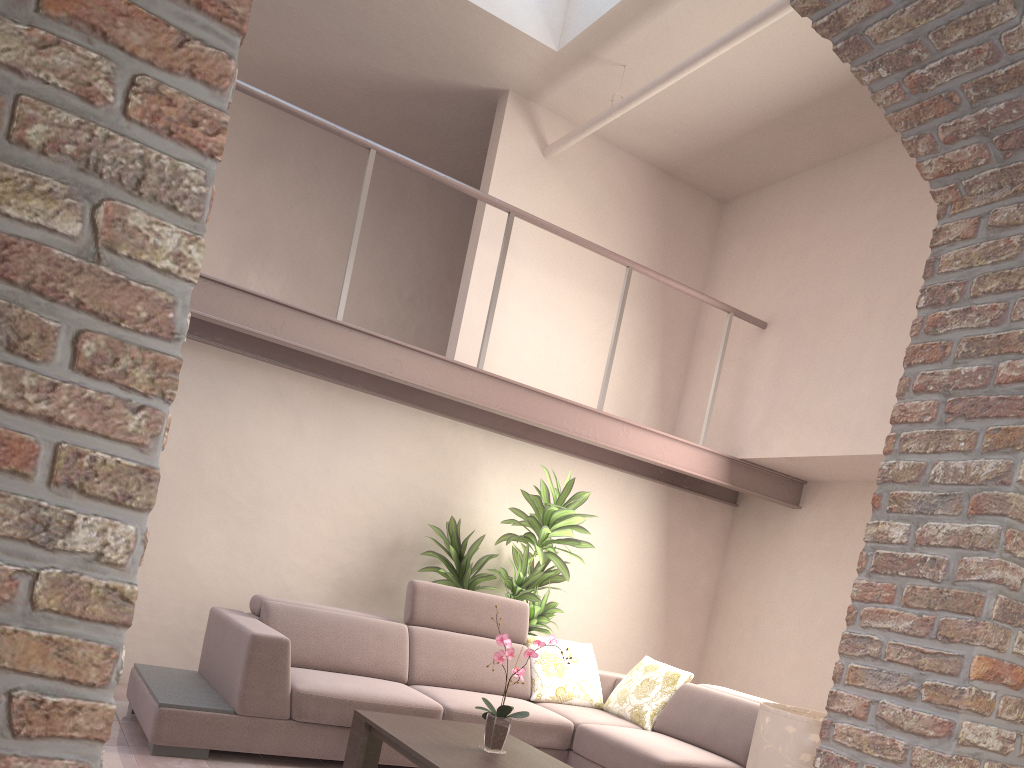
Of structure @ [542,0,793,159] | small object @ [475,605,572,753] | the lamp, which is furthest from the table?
structure @ [542,0,793,159]

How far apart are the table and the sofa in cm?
27

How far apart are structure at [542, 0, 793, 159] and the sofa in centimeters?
308cm

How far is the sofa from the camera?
4.0 meters

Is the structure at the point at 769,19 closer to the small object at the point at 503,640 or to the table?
the small object at the point at 503,640

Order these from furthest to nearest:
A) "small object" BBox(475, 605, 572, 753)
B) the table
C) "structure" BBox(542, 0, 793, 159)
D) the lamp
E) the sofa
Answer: "structure" BBox(542, 0, 793, 159), the sofa, "small object" BBox(475, 605, 572, 753), the table, the lamp

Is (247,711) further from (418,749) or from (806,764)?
(806,764)

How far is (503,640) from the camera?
3.7 meters

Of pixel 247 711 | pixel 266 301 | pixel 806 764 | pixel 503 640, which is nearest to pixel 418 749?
pixel 503 640

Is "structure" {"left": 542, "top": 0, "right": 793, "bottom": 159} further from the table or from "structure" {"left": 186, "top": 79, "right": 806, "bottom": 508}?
the table
